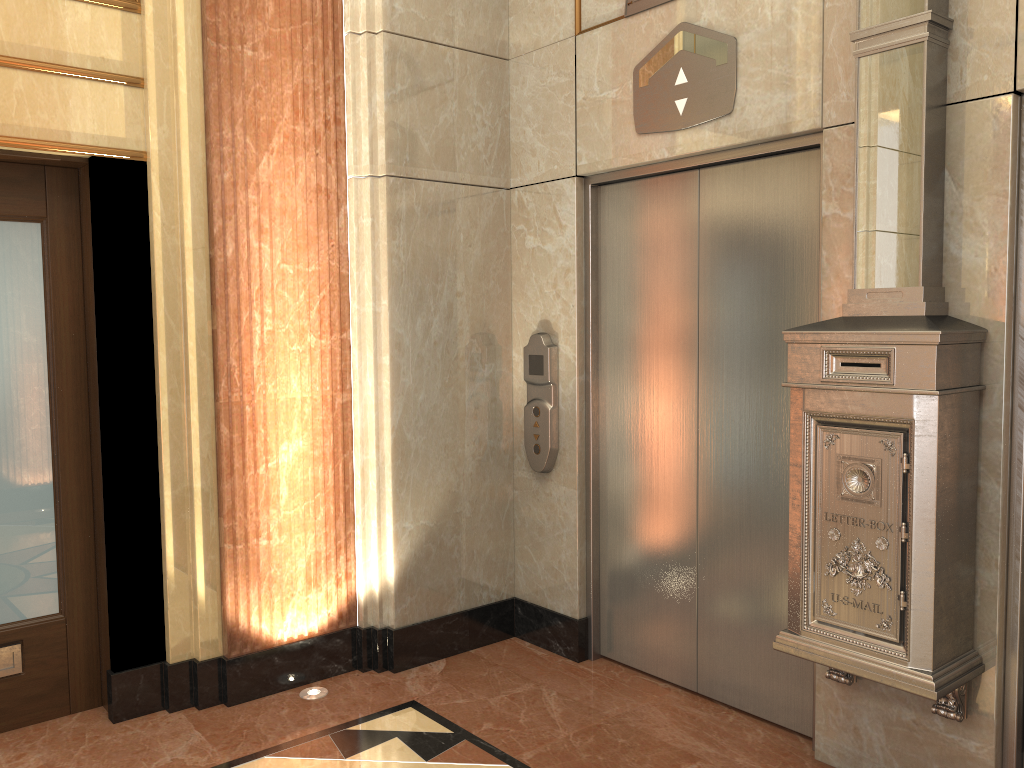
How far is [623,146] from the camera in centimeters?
368cm
